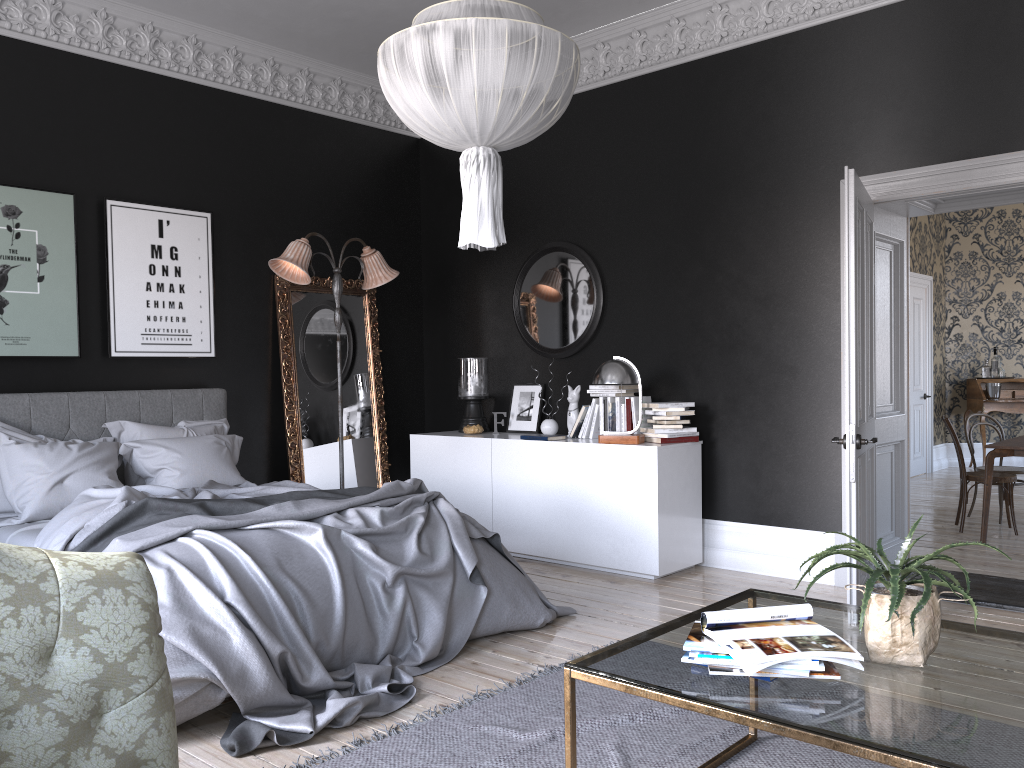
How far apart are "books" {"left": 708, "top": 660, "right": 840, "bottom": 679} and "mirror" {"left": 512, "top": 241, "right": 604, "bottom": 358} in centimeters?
464cm

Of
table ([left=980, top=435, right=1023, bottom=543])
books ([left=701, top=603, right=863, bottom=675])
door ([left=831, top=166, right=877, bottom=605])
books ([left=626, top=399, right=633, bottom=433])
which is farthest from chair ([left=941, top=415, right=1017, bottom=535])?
books ([left=701, top=603, right=863, bottom=675])

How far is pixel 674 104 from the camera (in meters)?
6.31

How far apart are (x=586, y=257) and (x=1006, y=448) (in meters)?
3.48

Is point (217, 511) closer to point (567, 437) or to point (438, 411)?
point (567, 437)

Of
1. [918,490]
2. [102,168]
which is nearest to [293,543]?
[102,168]

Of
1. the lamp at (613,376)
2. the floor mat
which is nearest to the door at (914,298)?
the lamp at (613,376)

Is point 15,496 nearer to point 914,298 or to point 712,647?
point 712,647

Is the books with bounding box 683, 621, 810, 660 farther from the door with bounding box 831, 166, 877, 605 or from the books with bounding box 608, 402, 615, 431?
the books with bounding box 608, 402, 615, 431

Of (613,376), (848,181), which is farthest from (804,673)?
(613,376)
